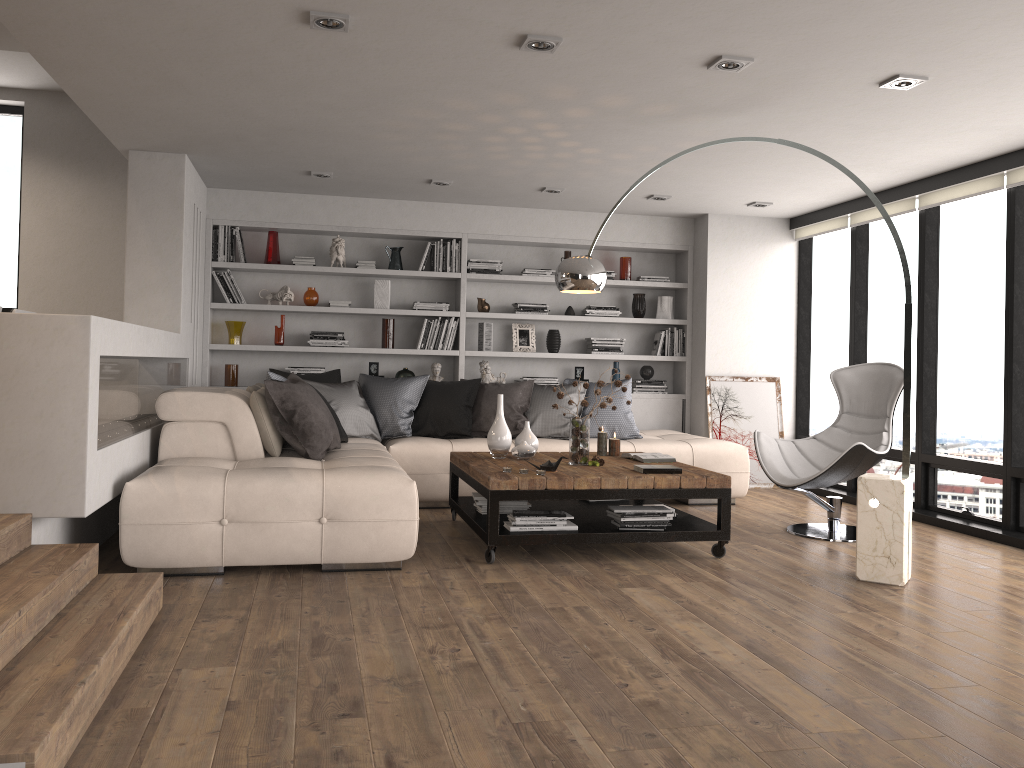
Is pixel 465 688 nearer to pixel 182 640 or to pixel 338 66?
pixel 182 640

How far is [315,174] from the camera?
6.6 meters

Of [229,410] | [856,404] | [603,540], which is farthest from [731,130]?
[229,410]

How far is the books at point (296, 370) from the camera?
7.51m

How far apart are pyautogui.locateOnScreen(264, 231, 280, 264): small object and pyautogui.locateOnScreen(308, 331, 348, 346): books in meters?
0.7 m

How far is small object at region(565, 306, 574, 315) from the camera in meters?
8.0 m

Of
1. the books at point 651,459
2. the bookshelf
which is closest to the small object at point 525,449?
the books at point 651,459

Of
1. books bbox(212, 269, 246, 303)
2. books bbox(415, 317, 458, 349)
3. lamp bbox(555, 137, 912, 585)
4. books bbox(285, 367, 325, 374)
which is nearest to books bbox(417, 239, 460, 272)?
books bbox(415, 317, 458, 349)

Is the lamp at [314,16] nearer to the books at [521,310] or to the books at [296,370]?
the books at [296,370]

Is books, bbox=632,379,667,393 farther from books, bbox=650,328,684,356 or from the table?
the table
